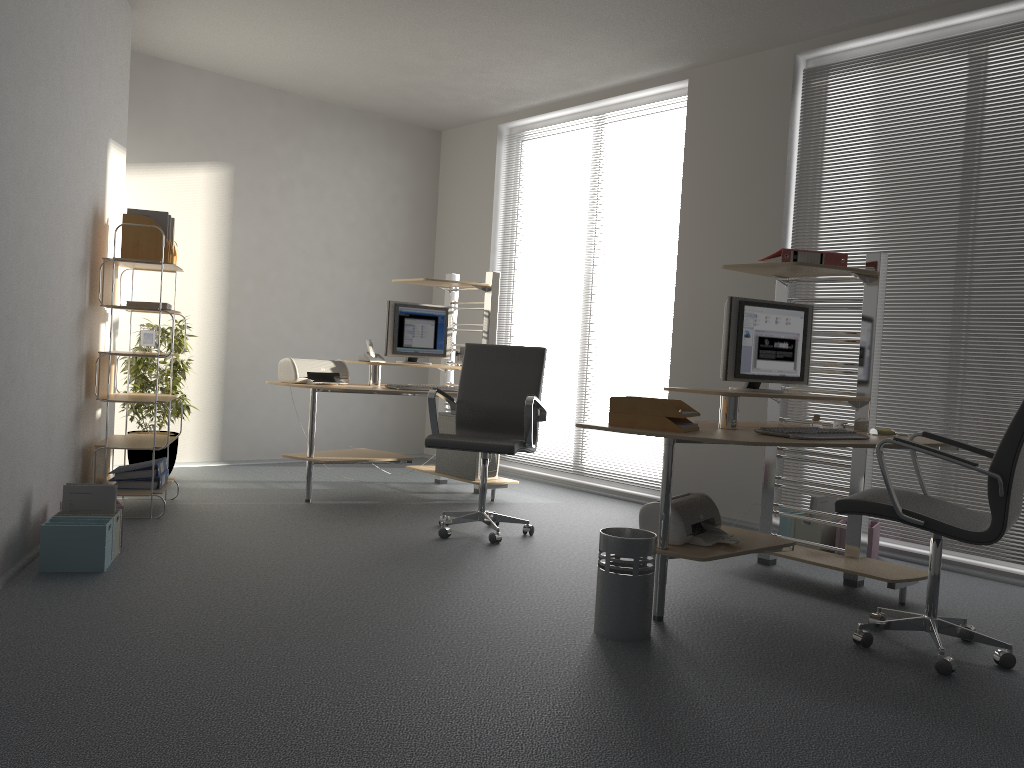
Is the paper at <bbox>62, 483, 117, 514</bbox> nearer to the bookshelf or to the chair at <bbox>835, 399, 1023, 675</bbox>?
the bookshelf

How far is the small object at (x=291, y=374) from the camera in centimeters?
555cm

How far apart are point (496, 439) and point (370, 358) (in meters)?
1.58

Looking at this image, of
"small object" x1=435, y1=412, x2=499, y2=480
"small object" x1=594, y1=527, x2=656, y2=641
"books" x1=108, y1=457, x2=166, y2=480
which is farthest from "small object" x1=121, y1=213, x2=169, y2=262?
"small object" x1=594, y1=527, x2=656, y2=641

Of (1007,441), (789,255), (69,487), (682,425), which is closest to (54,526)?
(69,487)

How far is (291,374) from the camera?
5.5 meters

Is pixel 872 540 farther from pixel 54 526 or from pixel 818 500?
pixel 54 526

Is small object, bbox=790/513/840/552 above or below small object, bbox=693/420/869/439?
below

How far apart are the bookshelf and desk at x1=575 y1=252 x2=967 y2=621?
2.5m

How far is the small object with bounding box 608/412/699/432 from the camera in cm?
344
